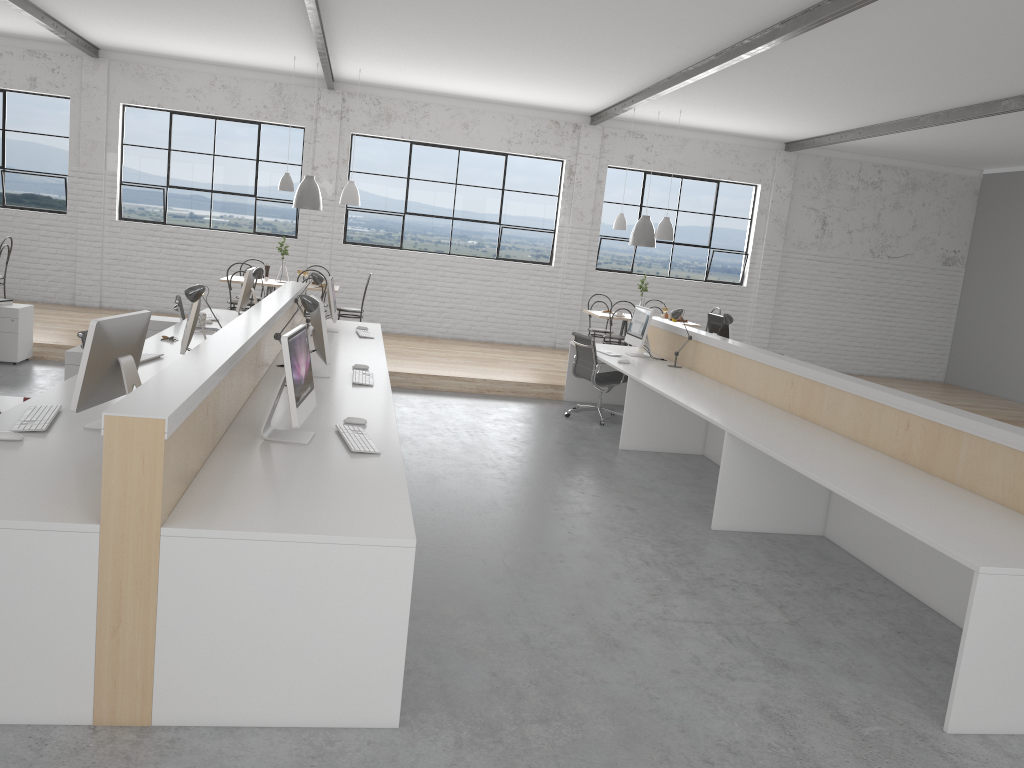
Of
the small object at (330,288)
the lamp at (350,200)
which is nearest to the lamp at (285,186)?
the lamp at (350,200)

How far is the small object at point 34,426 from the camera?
2.8m

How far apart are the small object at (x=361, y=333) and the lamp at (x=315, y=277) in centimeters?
51cm

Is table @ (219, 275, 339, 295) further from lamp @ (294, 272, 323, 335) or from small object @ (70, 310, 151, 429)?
small object @ (70, 310, 151, 429)

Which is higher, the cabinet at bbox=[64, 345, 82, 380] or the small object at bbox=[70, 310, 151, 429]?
the small object at bbox=[70, 310, 151, 429]

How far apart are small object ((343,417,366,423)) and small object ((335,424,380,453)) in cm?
12

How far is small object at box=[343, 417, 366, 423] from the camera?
3.3m

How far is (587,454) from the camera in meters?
5.4

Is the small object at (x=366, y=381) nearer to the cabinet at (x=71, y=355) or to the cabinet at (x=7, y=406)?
the cabinet at (x=7, y=406)

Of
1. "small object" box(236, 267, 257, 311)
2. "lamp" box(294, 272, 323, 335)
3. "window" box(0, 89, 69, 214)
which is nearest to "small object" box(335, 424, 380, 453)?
"lamp" box(294, 272, 323, 335)
